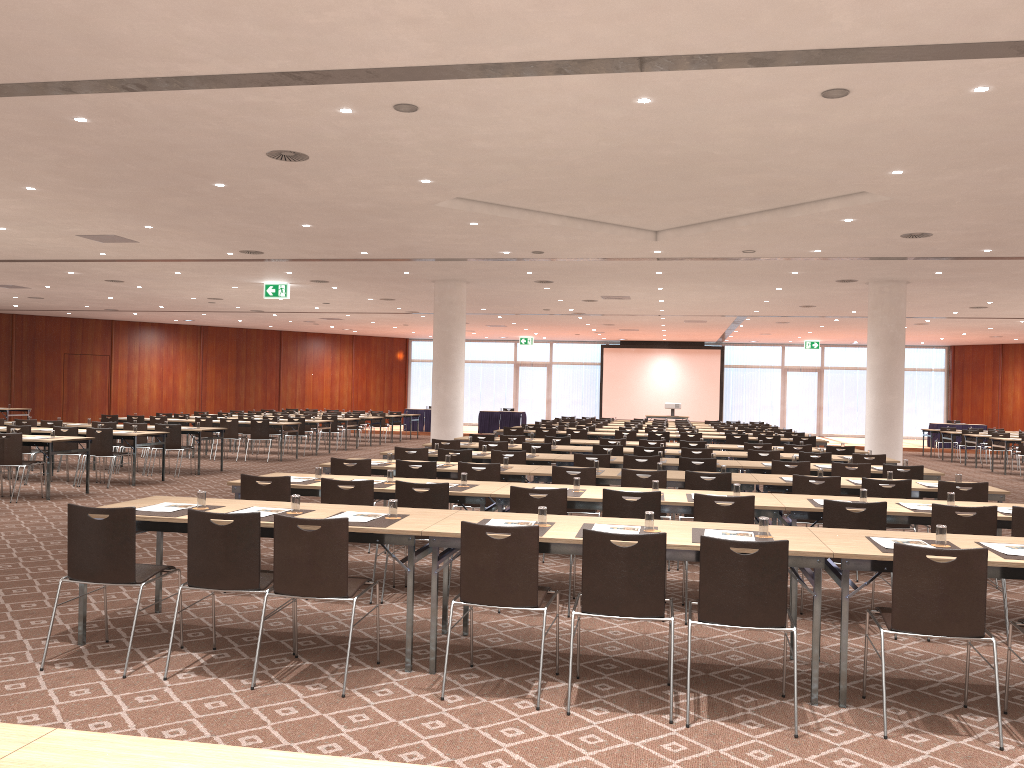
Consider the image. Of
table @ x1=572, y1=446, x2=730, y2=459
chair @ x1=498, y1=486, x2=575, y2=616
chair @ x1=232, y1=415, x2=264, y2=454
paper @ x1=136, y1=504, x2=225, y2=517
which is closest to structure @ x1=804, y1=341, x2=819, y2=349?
chair @ x1=232, y1=415, x2=264, y2=454

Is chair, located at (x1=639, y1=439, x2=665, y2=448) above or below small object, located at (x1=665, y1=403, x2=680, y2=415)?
below

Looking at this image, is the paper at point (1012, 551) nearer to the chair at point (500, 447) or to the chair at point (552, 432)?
the chair at point (500, 447)

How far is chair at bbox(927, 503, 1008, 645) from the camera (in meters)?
6.16

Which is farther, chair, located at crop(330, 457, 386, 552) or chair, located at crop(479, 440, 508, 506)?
chair, located at crop(479, 440, 508, 506)

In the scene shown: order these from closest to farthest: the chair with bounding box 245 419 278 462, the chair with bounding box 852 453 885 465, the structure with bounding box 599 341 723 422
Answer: the chair with bounding box 852 453 885 465, the chair with bounding box 245 419 278 462, the structure with bounding box 599 341 723 422

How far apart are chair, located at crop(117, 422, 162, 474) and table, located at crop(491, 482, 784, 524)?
10.81m

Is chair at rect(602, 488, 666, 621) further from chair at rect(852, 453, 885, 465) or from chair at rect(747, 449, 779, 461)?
chair at rect(852, 453, 885, 465)

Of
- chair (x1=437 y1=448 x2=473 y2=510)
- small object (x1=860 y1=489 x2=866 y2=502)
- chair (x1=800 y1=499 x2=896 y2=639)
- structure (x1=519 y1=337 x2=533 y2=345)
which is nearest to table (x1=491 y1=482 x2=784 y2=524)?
chair (x1=800 y1=499 x2=896 y2=639)

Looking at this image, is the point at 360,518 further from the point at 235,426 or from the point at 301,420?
the point at 301,420
